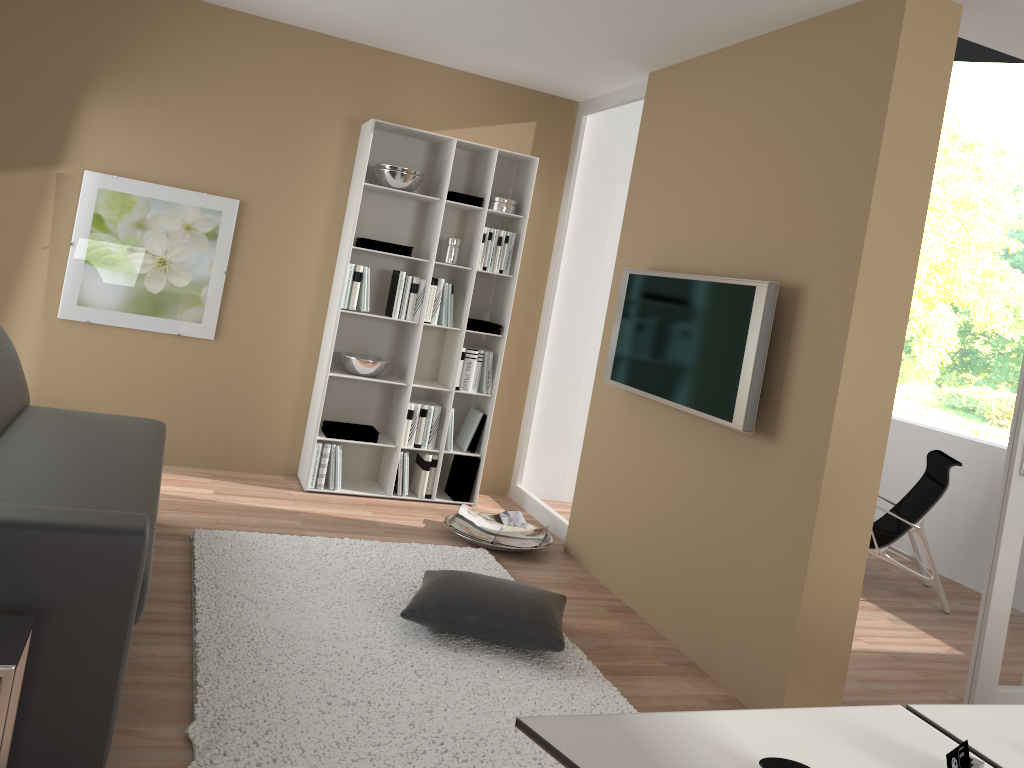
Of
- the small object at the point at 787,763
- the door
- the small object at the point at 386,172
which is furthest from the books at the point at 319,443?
the small object at the point at 787,763

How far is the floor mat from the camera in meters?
2.5 m

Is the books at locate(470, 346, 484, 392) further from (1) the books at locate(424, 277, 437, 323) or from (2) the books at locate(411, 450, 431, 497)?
(2) the books at locate(411, 450, 431, 497)

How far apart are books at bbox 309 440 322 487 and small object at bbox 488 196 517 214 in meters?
1.7 m

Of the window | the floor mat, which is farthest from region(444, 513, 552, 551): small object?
the window

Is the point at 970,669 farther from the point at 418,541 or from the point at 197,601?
the point at 197,601

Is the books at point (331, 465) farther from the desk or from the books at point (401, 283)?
the desk

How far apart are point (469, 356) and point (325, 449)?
1.0 meters

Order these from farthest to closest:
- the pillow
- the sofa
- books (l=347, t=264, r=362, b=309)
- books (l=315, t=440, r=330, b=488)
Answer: books (l=315, t=440, r=330, b=488), books (l=347, t=264, r=362, b=309), the pillow, the sofa

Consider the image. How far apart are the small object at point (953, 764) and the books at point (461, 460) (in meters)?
4.08
